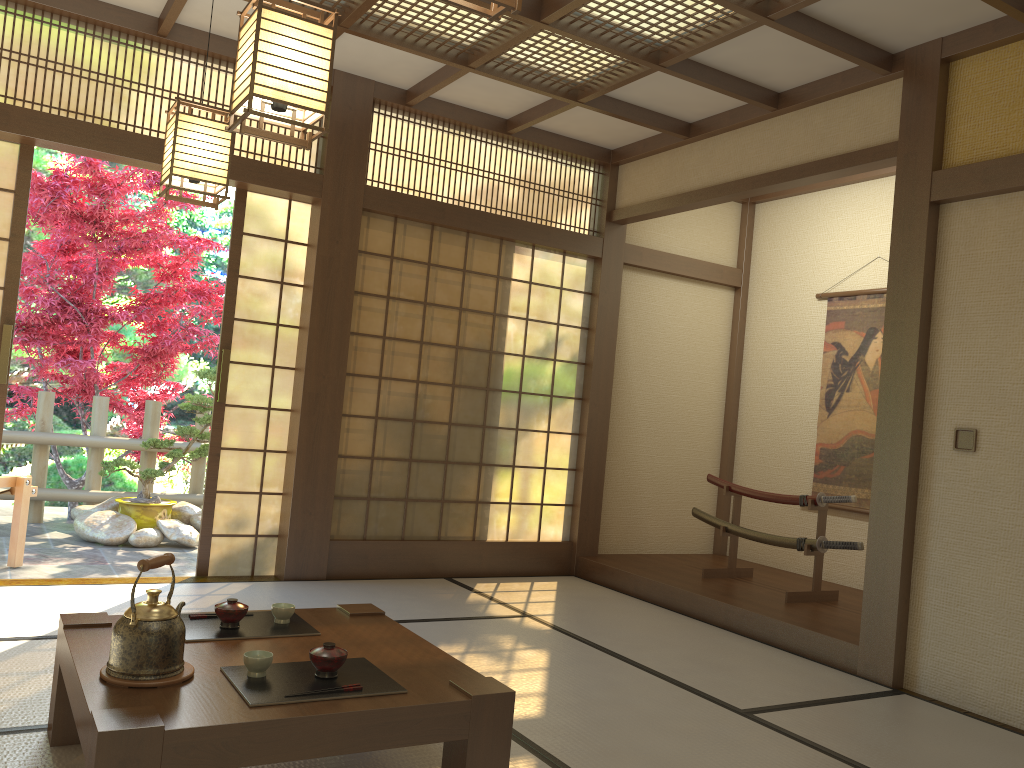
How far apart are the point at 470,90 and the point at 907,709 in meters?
4.0 m

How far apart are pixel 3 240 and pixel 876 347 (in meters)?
5.22

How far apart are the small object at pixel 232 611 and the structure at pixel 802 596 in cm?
347

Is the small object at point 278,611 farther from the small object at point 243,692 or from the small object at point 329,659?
the small object at point 329,659

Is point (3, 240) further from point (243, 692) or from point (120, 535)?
point (243, 692)

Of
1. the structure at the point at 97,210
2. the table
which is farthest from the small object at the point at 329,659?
the structure at the point at 97,210

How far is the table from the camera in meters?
1.9 m

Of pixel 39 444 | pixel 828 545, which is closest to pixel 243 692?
pixel 828 545

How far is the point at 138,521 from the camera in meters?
6.6 m

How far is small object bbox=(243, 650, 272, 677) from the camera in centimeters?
223cm
